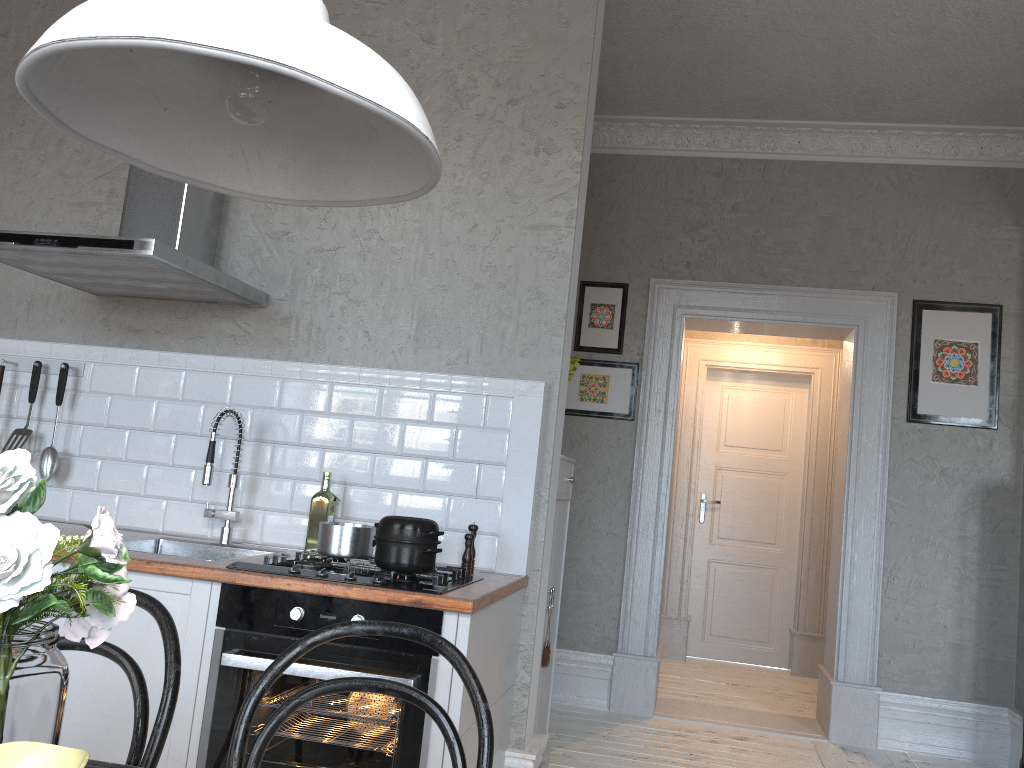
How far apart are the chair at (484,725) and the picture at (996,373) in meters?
3.9

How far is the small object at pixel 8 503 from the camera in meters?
0.9

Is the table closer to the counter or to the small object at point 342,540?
the counter

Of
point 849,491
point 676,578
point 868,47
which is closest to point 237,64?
point 868,47

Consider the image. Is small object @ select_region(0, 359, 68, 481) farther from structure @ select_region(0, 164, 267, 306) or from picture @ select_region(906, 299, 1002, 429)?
picture @ select_region(906, 299, 1002, 429)

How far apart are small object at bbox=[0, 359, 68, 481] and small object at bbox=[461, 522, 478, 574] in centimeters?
163cm

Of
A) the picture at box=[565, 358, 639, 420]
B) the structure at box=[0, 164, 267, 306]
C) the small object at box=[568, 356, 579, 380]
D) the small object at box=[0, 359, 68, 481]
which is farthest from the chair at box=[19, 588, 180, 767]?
the picture at box=[565, 358, 639, 420]

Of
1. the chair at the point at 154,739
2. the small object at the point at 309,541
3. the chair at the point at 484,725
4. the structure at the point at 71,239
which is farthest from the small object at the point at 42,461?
the chair at the point at 484,725

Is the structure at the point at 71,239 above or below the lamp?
above

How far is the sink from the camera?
3.0 meters
